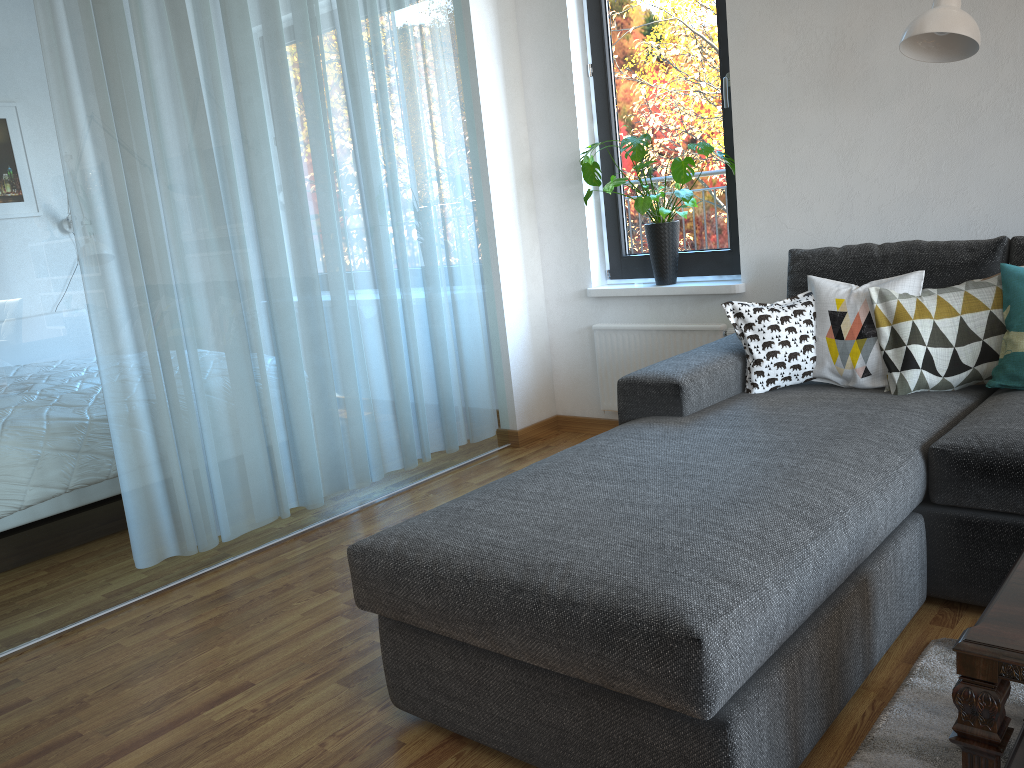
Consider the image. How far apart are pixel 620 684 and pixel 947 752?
0.7 meters

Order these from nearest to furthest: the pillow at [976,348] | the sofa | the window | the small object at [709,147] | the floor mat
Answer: the sofa < the floor mat < the pillow at [976,348] < the small object at [709,147] < the window

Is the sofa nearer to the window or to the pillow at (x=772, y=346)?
the pillow at (x=772, y=346)

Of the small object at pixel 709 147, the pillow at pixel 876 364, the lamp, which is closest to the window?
the small object at pixel 709 147

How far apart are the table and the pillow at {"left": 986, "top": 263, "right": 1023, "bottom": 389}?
1.1 meters

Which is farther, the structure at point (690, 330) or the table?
the structure at point (690, 330)

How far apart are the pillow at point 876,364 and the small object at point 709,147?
0.8m

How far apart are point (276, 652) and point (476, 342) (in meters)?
1.88

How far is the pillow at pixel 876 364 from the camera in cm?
264

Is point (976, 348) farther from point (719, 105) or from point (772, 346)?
point (719, 105)
